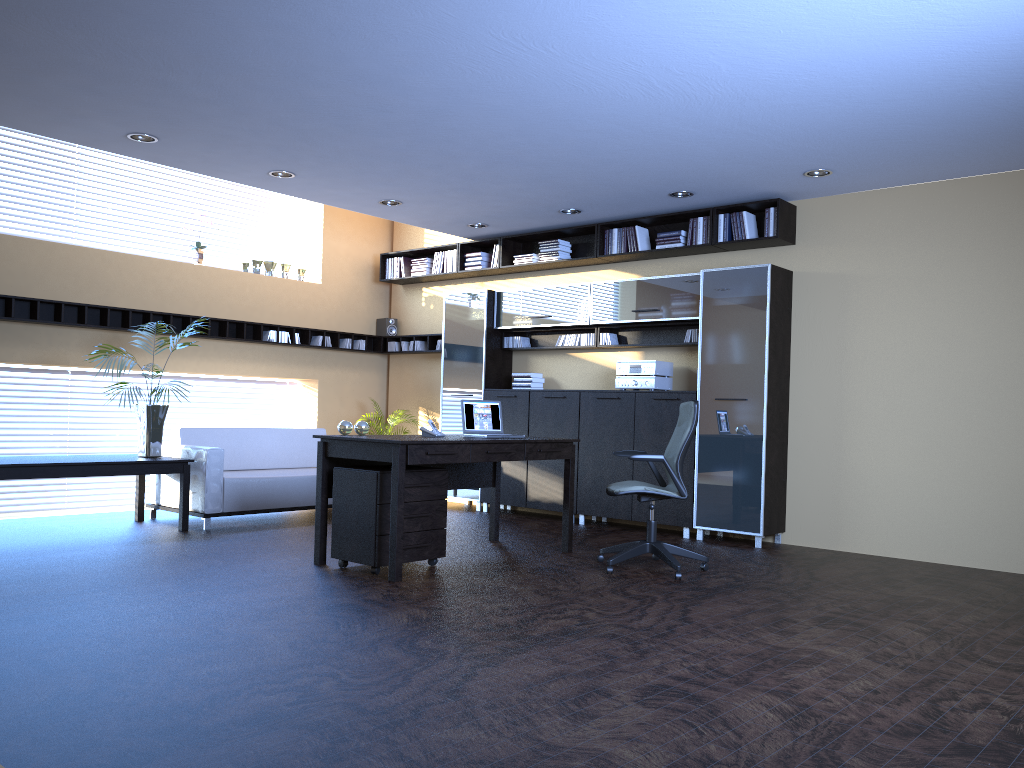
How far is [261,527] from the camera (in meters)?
7.81

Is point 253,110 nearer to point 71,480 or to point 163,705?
point 163,705

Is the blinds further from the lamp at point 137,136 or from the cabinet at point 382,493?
the cabinet at point 382,493

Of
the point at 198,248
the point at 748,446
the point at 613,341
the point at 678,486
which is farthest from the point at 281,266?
the point at 678,486

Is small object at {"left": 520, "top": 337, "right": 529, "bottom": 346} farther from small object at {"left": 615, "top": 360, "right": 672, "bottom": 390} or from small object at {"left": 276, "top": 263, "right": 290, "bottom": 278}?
small object at {"left": 276, "top": 263, "right": 290, "bottom": 278}

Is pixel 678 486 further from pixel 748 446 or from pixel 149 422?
pixel 149 422

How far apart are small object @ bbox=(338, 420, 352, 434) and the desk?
0.2 meters

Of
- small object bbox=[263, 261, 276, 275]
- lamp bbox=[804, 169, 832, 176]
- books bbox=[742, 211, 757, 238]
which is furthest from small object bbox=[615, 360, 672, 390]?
small object bbox=[263, 261, 276, 275]

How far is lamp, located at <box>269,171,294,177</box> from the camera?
7.47m

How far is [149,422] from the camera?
7.54m
